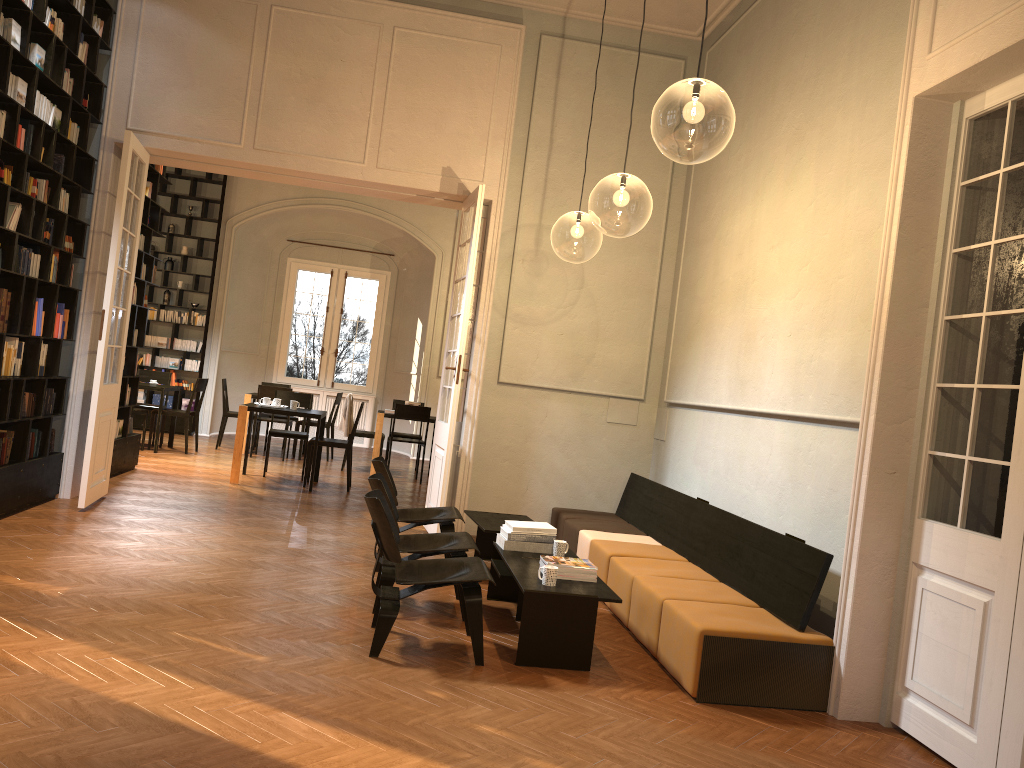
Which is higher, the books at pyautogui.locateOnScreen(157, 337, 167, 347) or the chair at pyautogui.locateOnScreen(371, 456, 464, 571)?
the books at pyautogui.locateOnScreen(157, 337, 167, 347)

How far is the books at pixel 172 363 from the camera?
15.0m

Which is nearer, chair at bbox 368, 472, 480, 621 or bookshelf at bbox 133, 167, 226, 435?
chair at bbox 368, 472, 480, 621

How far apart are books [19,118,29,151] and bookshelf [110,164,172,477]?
2.9m

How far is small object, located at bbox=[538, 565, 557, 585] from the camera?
4.93m

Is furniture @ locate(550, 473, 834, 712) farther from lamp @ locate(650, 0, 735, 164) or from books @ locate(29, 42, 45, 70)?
books @ locate(29, 42, 45, 70)

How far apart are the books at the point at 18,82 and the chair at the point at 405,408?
6.5m

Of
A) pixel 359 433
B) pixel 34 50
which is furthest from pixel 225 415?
pixel 34 50

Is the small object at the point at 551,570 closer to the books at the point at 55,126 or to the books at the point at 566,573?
the books at the point at 566,573

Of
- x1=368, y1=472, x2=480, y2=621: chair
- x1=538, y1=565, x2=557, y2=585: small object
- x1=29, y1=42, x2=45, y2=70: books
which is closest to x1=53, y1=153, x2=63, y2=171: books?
x1=29, y1=42, x2=45, y2=70: books
